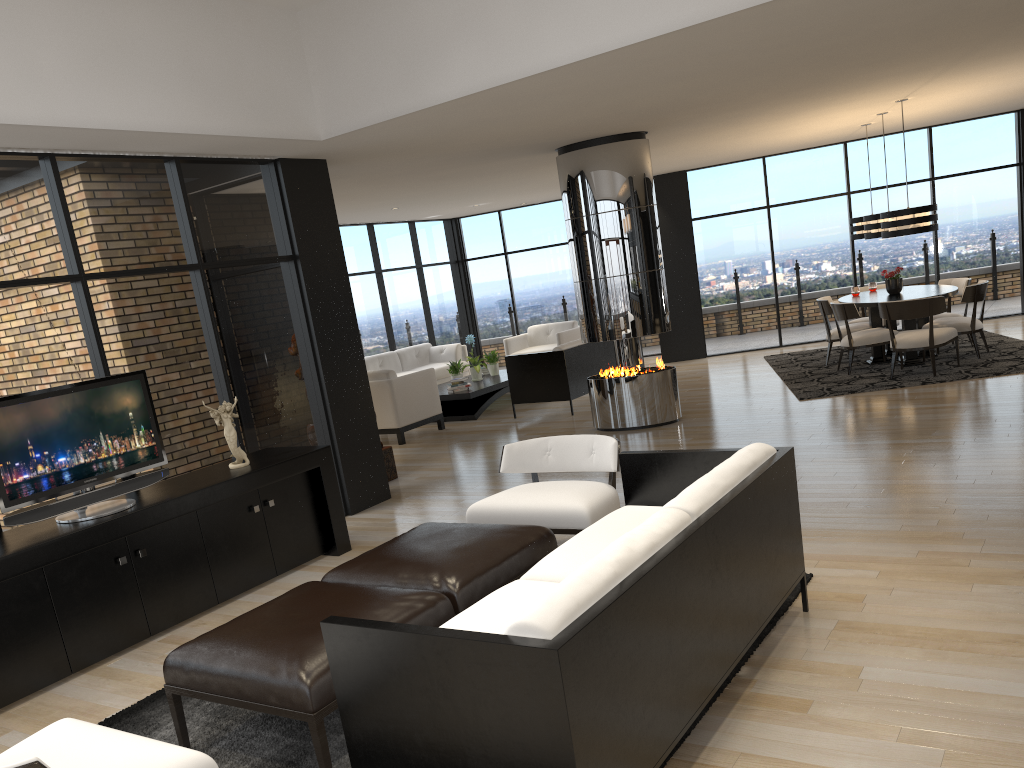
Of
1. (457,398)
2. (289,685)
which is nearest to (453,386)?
(457,398)

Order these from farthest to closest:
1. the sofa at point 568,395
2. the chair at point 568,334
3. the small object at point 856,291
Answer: the chair at point 568,334
the small object at point 856,291
the sofa at point 568,395

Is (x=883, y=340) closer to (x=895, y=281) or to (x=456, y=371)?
(x=895, y=281)

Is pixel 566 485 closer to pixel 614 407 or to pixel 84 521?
pixel 84 521

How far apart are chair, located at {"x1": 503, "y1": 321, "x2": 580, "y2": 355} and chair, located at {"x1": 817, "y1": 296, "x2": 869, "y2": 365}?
3.8 meters

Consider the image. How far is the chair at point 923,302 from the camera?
8.7m

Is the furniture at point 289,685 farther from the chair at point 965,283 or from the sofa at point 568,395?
the chair at point 965,283

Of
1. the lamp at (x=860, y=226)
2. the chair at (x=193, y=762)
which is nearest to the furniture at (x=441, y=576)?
the chair at (x=193, y=762)

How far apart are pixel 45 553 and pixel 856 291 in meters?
9.3 m

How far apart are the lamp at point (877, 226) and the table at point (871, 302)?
0.7 meters
